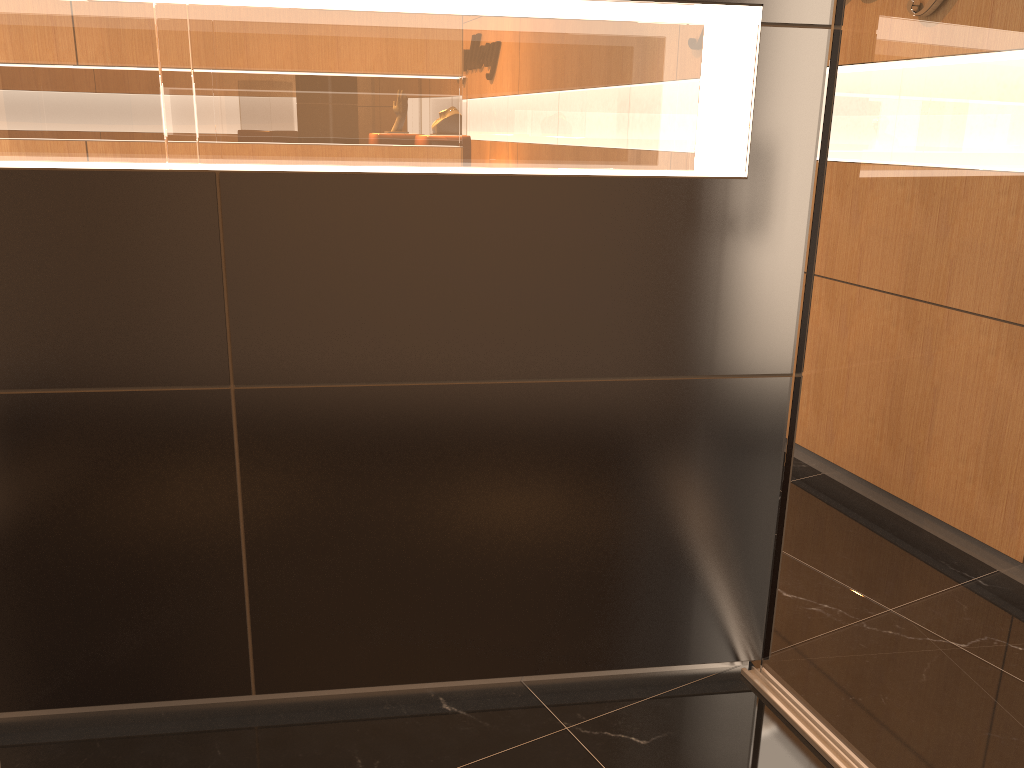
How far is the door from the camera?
1.8 meters

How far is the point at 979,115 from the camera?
1.8m

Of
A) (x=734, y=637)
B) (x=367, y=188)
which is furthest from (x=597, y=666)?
(x=367, y=188)

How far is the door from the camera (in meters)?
1.76
